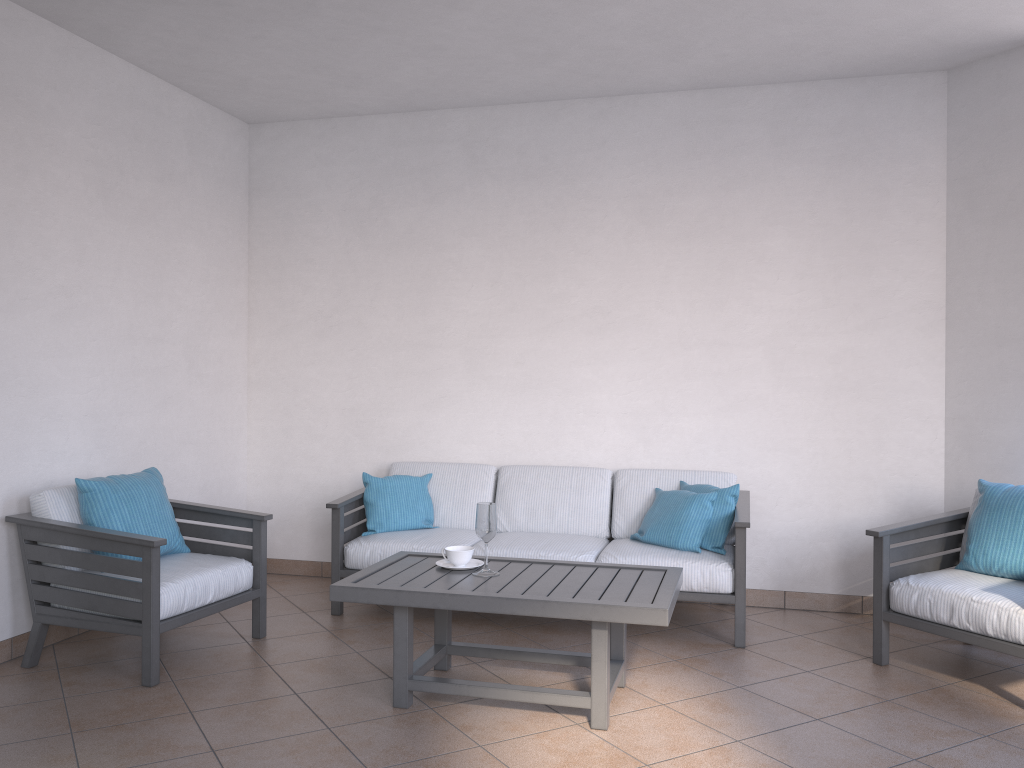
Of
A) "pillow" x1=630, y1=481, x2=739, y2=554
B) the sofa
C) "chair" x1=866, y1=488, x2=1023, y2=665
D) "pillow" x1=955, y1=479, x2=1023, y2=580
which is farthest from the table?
"pillow" x1=955, y1=479, x2=1023, y2=580

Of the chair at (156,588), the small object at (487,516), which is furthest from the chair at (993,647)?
the chair at (156,588)

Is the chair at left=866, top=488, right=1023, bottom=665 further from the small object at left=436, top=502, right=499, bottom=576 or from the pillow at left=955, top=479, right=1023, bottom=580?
the small object at left=436, top=502, right=499, bottom=576

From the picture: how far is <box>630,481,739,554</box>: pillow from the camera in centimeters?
439cm

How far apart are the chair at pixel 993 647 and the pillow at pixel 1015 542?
0.0m

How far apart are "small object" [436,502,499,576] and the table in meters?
0.0

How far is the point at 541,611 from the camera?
3.1m

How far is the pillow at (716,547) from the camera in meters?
4.4 m

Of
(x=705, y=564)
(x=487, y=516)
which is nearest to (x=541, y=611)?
(x=487, y=516)

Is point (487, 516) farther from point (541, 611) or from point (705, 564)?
point (705, 564)
